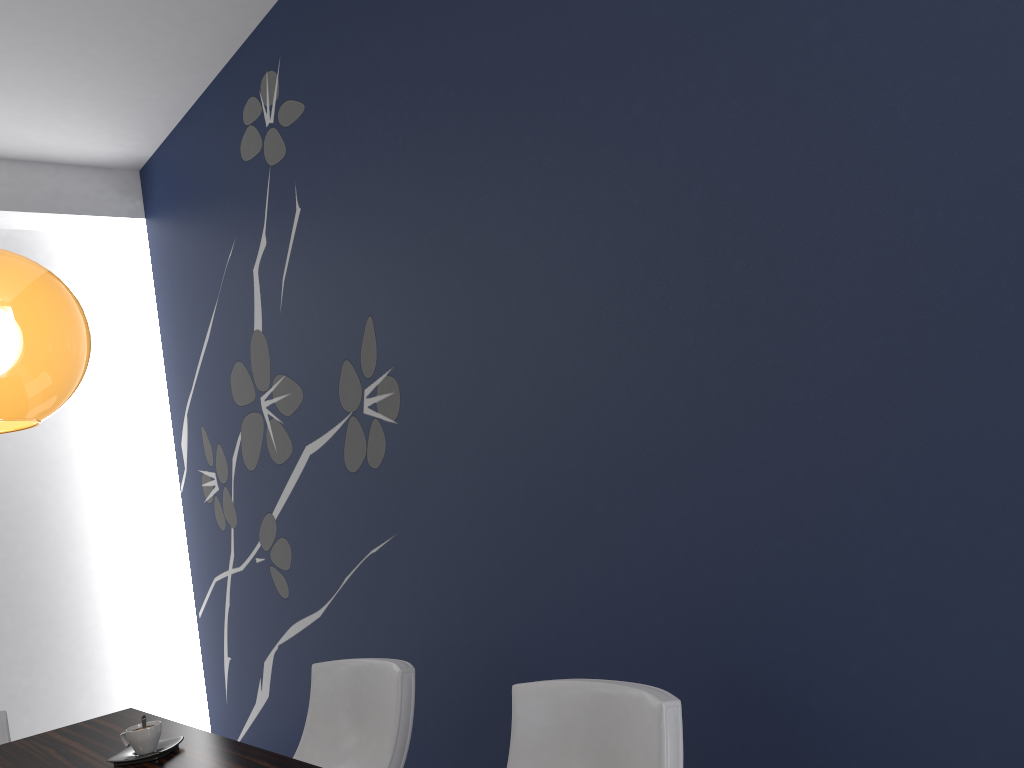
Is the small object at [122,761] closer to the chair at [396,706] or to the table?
the table

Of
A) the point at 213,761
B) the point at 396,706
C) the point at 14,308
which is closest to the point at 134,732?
the point at 213,761

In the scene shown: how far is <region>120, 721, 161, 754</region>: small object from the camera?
2.1m

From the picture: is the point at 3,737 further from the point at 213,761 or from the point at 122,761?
the point at 213,761

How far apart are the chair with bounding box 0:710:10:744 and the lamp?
2.0 meters

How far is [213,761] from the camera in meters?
2.0 m

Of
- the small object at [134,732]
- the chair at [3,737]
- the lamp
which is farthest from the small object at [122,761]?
the chair at [3,737]

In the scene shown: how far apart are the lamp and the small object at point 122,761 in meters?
1.0 m

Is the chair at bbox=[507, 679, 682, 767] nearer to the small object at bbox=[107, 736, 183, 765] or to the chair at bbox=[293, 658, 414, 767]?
the chair at bbox=[293, 658, 414, 767]

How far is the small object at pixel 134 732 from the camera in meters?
2.1
